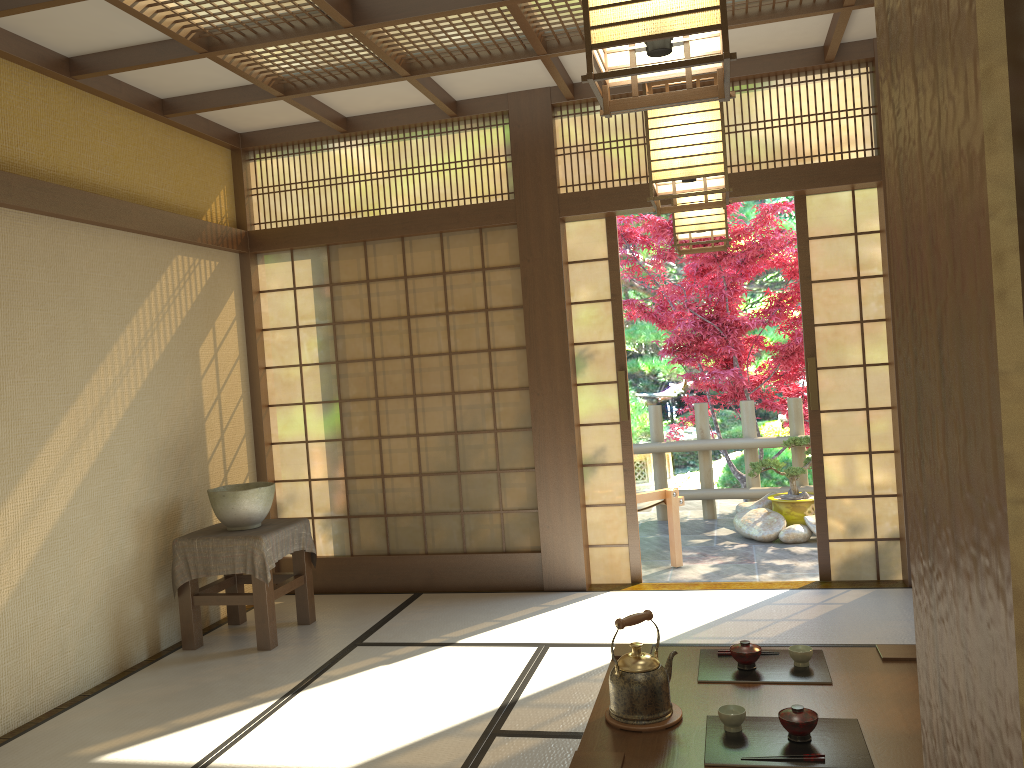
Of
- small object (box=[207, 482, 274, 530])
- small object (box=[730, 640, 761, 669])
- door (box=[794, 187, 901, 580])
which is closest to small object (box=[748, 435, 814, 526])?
door (box=[794, 187, 901, 580])

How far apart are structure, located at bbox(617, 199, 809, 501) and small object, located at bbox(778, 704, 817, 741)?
5.3m

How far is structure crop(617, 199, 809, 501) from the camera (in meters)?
7.69

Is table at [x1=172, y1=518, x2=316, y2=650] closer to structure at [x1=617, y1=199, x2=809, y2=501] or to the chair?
the chair

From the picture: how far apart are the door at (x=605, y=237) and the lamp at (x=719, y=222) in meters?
1.5 m

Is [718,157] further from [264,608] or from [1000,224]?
[264,608]

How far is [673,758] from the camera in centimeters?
226cm

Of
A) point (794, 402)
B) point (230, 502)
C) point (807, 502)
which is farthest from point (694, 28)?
point (794, 402)

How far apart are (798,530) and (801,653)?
3.98m

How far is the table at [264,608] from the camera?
4.5 meters
